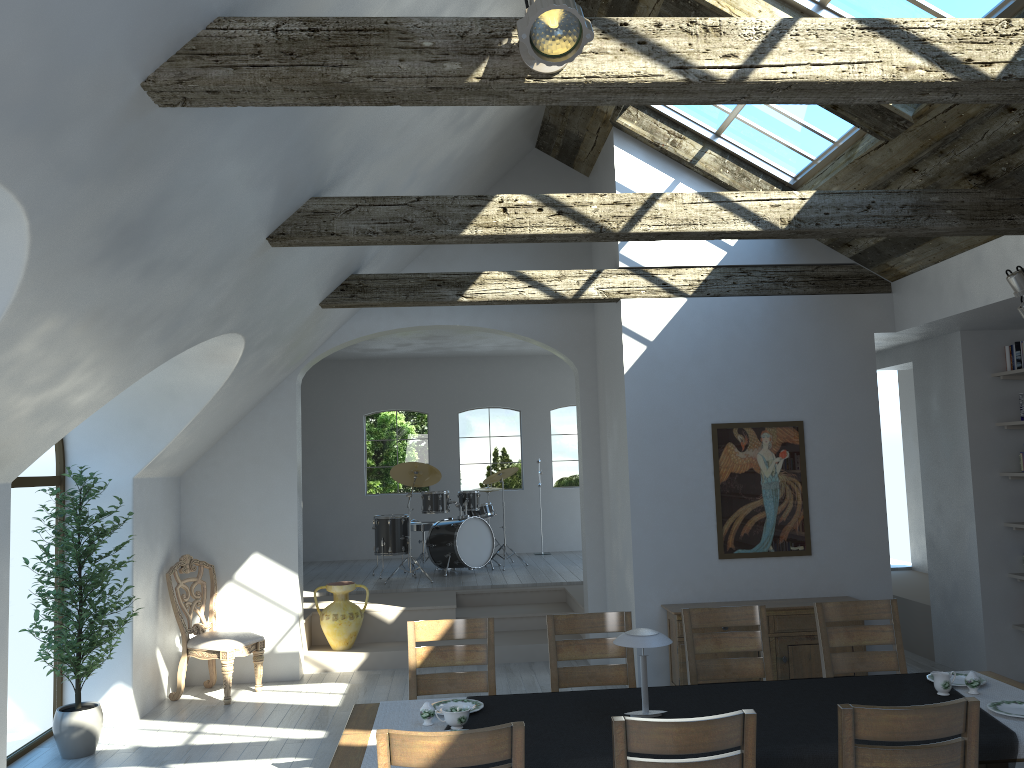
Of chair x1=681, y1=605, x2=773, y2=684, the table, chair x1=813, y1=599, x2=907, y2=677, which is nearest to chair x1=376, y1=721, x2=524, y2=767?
the table

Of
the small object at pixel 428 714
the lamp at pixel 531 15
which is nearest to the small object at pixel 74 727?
the small object at pixel 428 714

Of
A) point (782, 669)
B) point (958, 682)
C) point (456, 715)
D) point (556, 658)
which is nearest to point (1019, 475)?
point (782, 669)

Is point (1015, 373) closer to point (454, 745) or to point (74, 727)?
point (454, 745)

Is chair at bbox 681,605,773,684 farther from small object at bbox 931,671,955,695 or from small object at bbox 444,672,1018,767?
small object at bbox 931,671,955,695

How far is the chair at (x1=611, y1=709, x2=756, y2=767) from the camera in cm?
279

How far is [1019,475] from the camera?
6.8 meters

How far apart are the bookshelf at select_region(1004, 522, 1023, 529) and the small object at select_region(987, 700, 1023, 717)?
3.61m

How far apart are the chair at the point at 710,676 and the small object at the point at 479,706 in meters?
1.4 m

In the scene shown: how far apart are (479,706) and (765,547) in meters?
3.6 m
